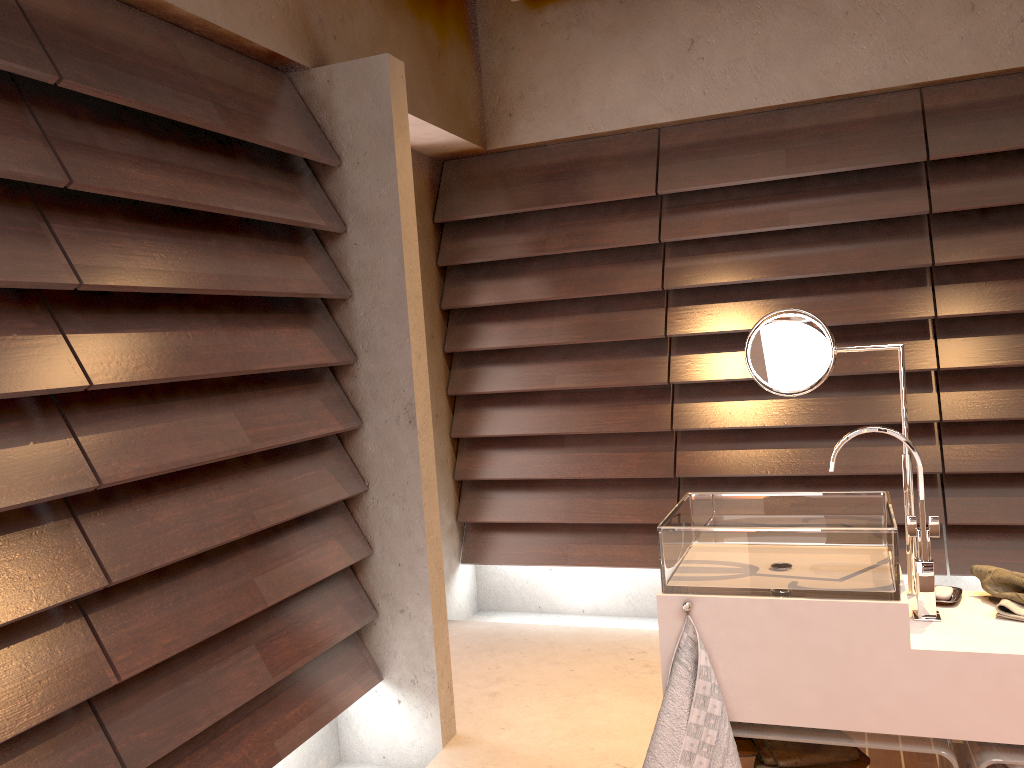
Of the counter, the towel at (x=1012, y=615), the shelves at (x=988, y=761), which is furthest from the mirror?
the shelves at (x=988, y=761)

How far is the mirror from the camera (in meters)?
1.82

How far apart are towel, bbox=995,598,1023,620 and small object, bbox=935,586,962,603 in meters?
0.1

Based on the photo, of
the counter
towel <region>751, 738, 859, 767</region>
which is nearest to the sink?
the counter

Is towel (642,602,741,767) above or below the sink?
below

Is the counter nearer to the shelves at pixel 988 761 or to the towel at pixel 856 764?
the shelves at pixel 988 761

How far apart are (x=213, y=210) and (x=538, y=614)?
2.6m

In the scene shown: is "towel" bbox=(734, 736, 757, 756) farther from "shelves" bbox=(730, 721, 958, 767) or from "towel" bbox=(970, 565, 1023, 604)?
"towel" bbox=(970, 565, 1023, 604)

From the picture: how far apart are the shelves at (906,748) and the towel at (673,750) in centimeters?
4cm

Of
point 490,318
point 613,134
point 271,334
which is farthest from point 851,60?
point 271,334
